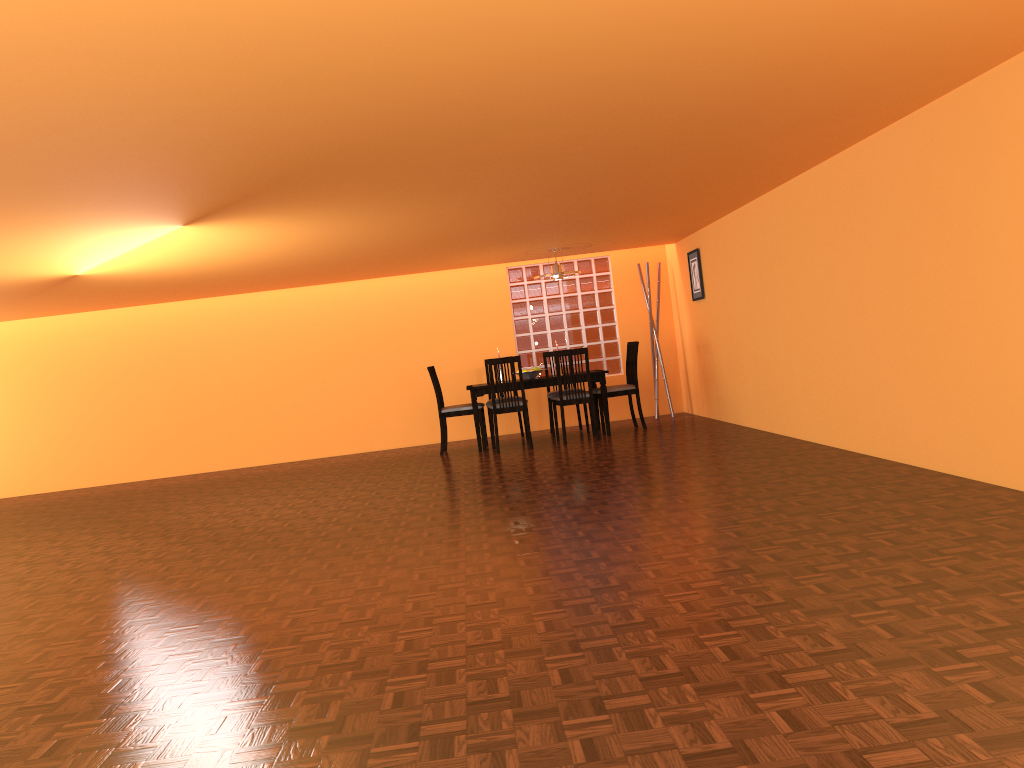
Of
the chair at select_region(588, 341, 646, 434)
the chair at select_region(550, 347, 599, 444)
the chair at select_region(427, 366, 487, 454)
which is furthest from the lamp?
the chair at select_region(427, 366, 487, 454)

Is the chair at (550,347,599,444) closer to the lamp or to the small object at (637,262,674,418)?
the lamp

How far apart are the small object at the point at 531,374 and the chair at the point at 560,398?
0.3m

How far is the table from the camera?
7.7 meters

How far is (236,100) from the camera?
2.79m

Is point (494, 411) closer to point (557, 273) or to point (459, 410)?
point (459, 410)

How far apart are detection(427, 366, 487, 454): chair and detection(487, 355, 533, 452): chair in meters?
0.3 m

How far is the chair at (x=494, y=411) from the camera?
7.5m

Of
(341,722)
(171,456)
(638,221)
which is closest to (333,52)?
(341,722)

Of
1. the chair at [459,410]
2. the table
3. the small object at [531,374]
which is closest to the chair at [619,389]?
the table
